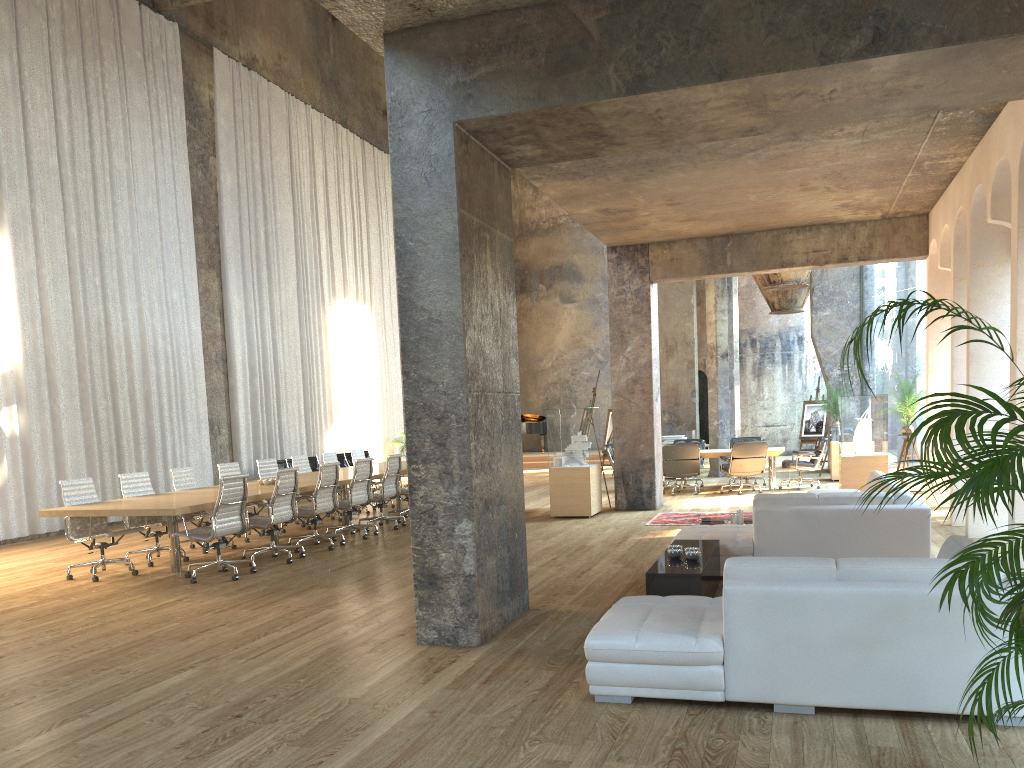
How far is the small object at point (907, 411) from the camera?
12.4 meters

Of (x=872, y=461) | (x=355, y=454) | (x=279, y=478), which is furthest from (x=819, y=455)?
(x=279, y=478)

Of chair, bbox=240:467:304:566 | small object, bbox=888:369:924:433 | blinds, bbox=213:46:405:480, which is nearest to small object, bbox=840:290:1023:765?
chair, bbox=240:467:304:566

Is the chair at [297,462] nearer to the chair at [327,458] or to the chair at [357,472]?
the chair at [327,458]

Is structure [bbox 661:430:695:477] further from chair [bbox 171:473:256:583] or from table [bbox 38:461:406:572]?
chair [bbox 171:473:256:583]

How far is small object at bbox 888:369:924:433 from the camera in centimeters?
1244cm

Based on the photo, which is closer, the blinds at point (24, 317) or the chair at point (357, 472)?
the chair at point (357, 472)

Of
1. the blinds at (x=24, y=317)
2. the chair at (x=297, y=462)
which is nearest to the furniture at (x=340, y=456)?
the blinds at (x=24, y=317)

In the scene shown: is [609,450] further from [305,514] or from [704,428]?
[704,428]

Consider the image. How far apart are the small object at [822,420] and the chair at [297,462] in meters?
12.7
